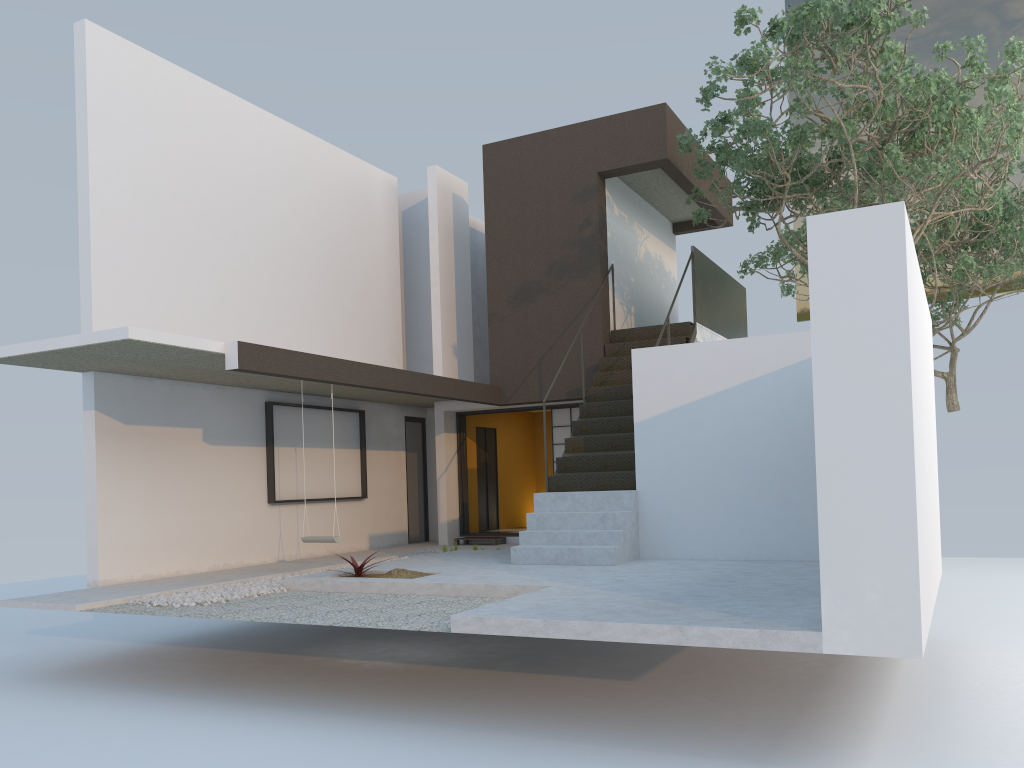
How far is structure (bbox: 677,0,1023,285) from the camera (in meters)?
8.32

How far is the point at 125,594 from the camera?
8.03m

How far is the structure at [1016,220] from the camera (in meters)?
14.16

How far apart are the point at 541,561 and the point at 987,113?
6.1 meters

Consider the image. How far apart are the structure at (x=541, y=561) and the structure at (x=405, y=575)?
1.2 meters

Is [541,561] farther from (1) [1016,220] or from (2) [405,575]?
(1) [1016,220]

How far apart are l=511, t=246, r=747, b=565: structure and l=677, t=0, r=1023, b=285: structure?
0.4m

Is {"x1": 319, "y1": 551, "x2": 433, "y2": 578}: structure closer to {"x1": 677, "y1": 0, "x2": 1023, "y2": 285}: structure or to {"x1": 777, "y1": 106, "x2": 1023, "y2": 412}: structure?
{"x1": 677, "y1": 0, "x2": 1023, "y2": 285}: structure

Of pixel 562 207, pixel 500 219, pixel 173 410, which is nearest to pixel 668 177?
pixel 562 207

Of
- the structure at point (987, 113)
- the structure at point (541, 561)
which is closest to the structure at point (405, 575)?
the structure at point (541, 561)
